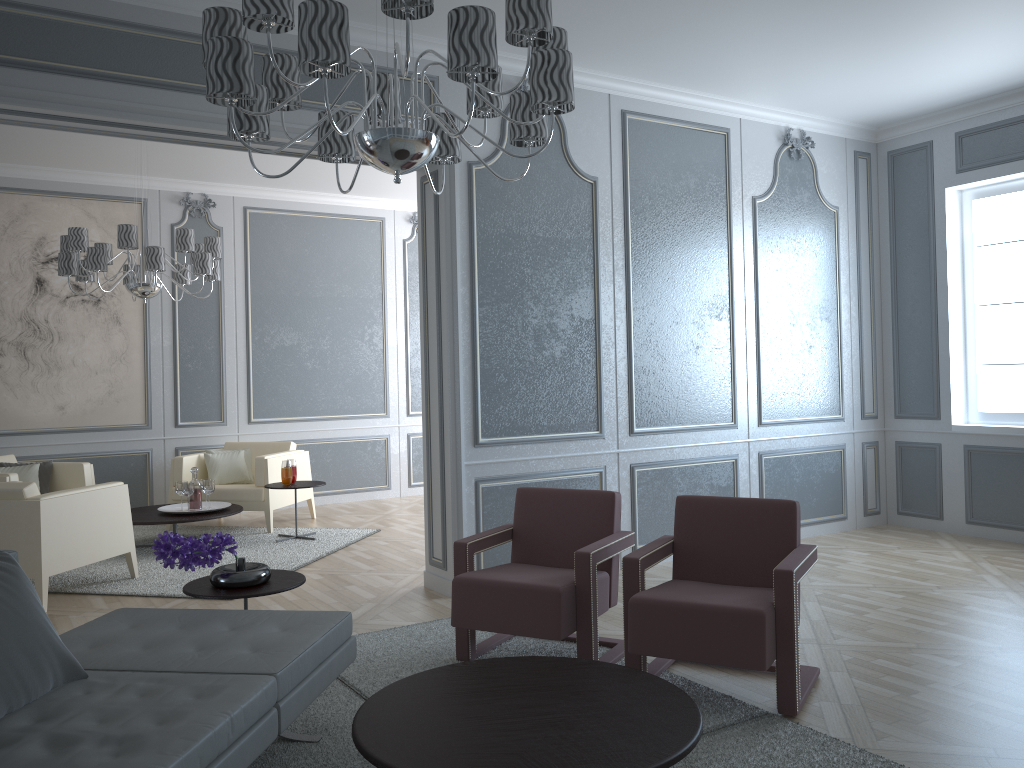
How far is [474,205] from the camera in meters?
4.5 m

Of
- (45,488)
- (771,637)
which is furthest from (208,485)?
(771,637)

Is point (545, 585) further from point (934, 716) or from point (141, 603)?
point (141, 603)

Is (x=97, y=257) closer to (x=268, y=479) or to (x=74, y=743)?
(x=268, y=479)

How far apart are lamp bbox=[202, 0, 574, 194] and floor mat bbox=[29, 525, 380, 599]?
2.8m

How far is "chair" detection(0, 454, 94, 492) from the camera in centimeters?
621cm

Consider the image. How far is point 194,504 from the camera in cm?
595

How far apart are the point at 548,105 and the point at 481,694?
1.6 meters

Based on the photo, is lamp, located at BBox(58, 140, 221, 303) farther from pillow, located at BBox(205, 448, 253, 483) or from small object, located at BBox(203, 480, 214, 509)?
pillow, located at BBox(205, 448, 253, 483)

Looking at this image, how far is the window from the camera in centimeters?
559cm
